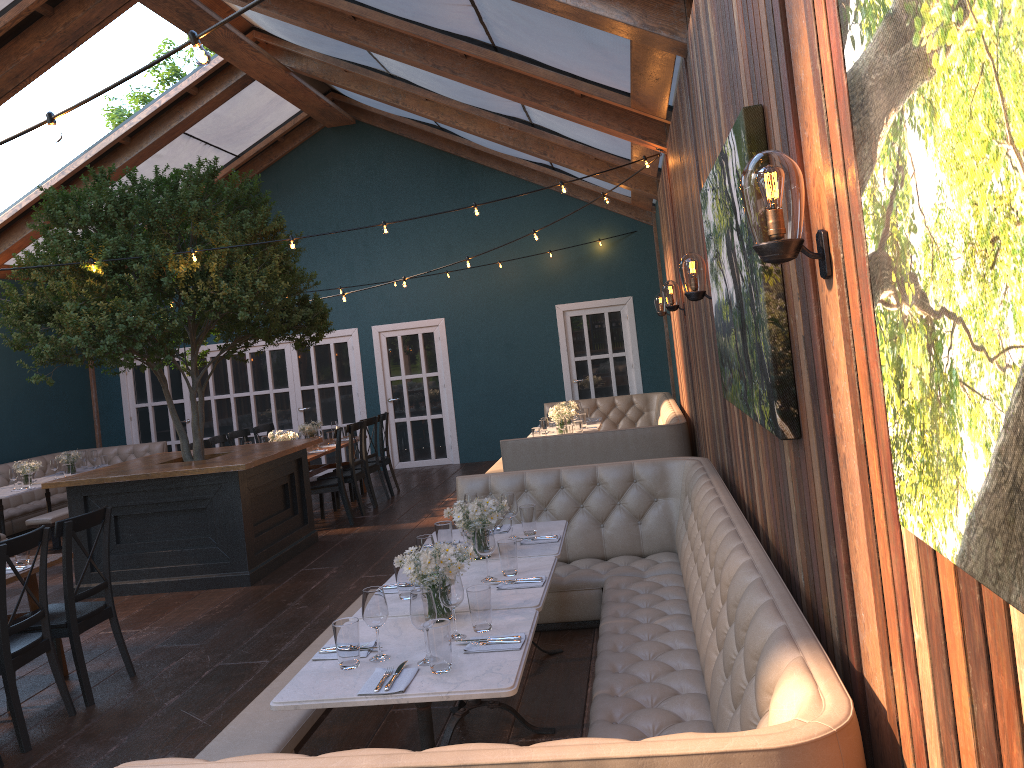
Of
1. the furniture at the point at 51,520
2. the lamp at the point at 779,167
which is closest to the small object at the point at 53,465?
the furniture at the point at 51,520

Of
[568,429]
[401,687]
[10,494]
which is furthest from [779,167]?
[10,494]

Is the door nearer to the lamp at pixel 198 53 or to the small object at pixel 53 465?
the small object at pixel 53 465

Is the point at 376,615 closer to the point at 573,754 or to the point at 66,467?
the point at 573,754

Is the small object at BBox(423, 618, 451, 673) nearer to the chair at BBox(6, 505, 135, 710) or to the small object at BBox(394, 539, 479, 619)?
the small object at BBox(394, 539, 479, 619)

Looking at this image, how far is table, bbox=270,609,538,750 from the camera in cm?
281

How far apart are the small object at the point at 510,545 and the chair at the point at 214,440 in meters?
7.0 m

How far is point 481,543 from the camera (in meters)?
3.99

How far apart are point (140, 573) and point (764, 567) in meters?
5.9 m

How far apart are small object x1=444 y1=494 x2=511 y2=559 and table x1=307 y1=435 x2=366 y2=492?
5.3m
